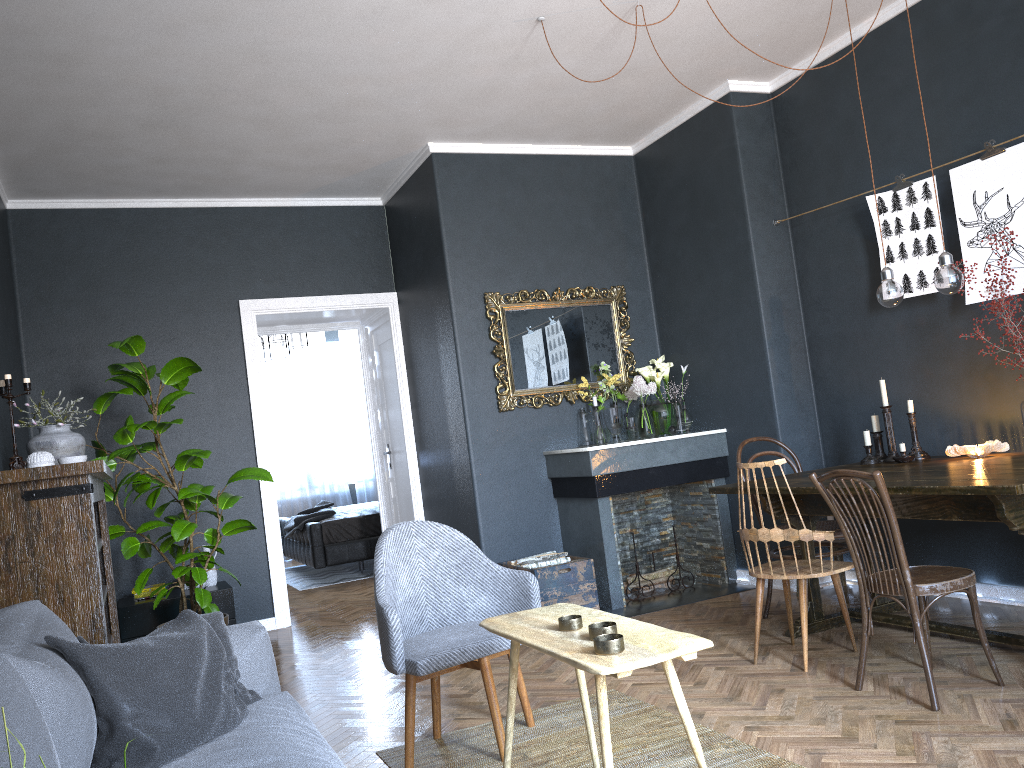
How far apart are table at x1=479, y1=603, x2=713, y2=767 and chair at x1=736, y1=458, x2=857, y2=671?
1.30m

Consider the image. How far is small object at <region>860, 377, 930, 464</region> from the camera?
4.21m

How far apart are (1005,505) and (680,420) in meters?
2.8

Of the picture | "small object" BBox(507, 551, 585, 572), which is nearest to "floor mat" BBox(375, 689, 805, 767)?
"small object" BBox(507, 551, 585, 572)

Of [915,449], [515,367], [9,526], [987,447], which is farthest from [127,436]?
[987,447]

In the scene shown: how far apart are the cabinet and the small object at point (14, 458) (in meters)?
1.91

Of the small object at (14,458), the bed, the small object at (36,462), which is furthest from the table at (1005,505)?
the bed

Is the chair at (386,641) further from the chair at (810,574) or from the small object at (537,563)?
the small object at (537,563)

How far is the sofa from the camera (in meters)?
1.46

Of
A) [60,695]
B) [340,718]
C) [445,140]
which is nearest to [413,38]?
[445,140]
